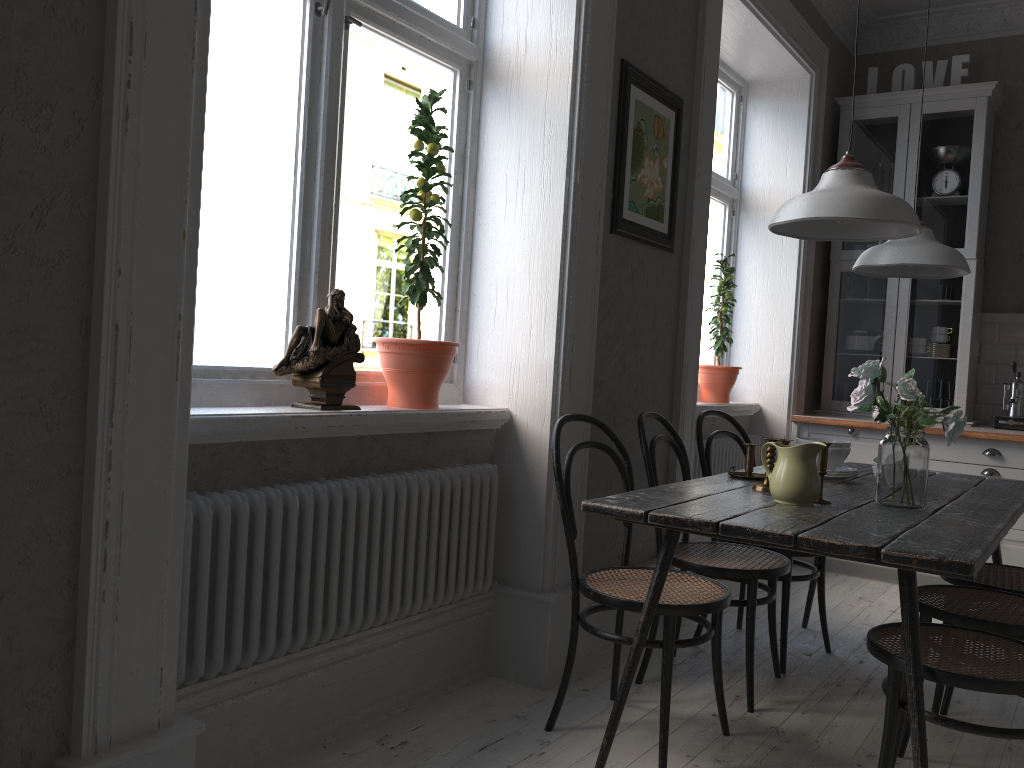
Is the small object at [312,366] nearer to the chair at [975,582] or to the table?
the table

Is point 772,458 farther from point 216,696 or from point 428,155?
point 216,696

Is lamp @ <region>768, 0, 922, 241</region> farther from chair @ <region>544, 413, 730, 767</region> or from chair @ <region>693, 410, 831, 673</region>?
chair @ <region>693, 410, 831, 673</region>

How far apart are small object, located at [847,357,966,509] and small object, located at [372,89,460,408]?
1.1 meters

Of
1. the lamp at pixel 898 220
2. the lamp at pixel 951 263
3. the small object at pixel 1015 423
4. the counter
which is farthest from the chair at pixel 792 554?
the small object at pixel 1015 423

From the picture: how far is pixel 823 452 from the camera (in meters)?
2.41

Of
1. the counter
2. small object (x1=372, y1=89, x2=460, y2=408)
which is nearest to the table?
small object (x1=372, y1=89, x2=460, y2=408)

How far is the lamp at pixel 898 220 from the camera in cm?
208

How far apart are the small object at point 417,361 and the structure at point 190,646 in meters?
0.2

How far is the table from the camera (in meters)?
1.85
